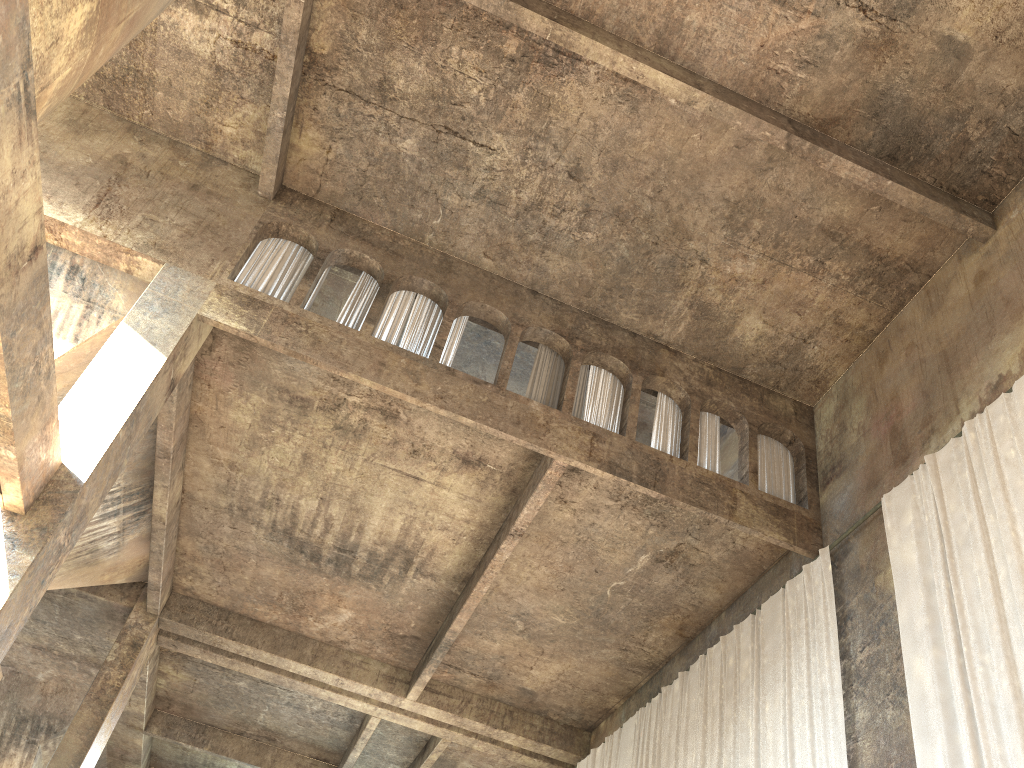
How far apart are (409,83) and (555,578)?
7.1 meters

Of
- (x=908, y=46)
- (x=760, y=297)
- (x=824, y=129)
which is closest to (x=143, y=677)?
(x=760, y=297)

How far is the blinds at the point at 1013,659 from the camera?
7.1 meters

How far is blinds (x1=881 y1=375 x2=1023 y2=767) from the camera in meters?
7.1 m

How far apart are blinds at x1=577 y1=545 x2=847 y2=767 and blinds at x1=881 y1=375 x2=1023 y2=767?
1.05m

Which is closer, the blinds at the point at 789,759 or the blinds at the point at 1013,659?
the blinds at the point at 1013,659

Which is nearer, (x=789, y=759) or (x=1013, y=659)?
(x=1013, y=659)

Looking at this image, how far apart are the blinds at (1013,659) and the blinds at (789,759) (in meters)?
1.05

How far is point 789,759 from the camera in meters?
9.4

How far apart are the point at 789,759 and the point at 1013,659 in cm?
307
